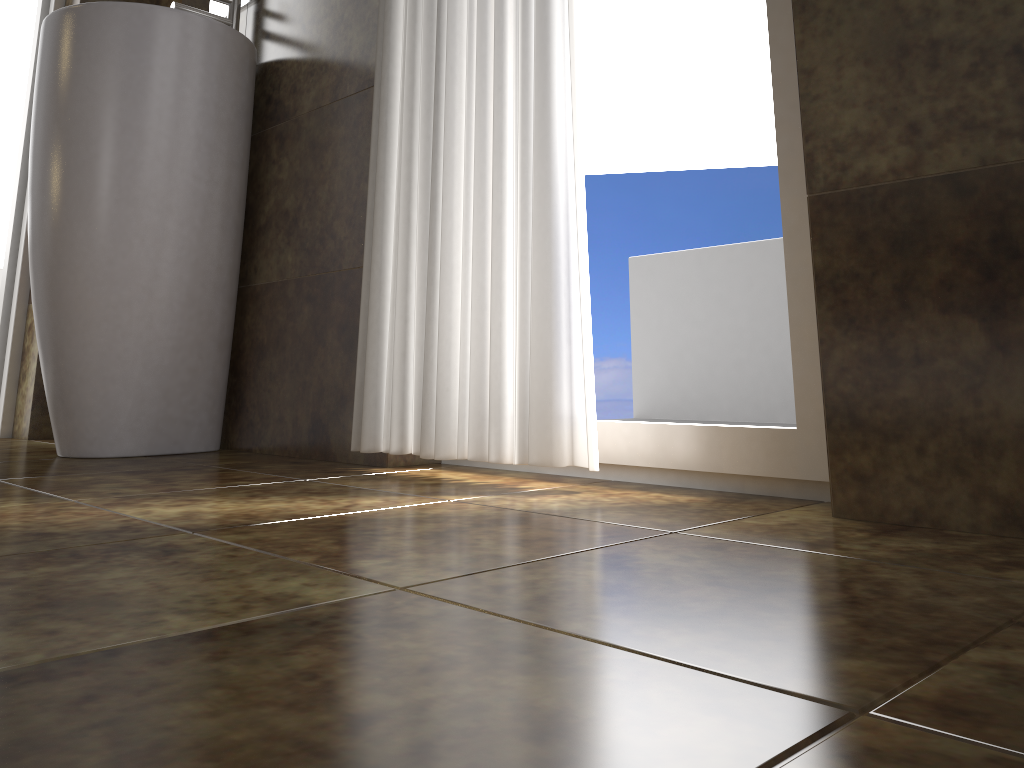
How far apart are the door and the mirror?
0.55m

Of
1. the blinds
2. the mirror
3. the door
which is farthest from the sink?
the door

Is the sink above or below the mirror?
below

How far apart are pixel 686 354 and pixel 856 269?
3.2m

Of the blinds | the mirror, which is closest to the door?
the mirror

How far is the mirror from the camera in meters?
2.1 m

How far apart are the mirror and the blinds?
0.7 meters

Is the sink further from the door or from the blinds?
the door

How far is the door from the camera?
2.44m

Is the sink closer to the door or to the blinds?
the blinds
